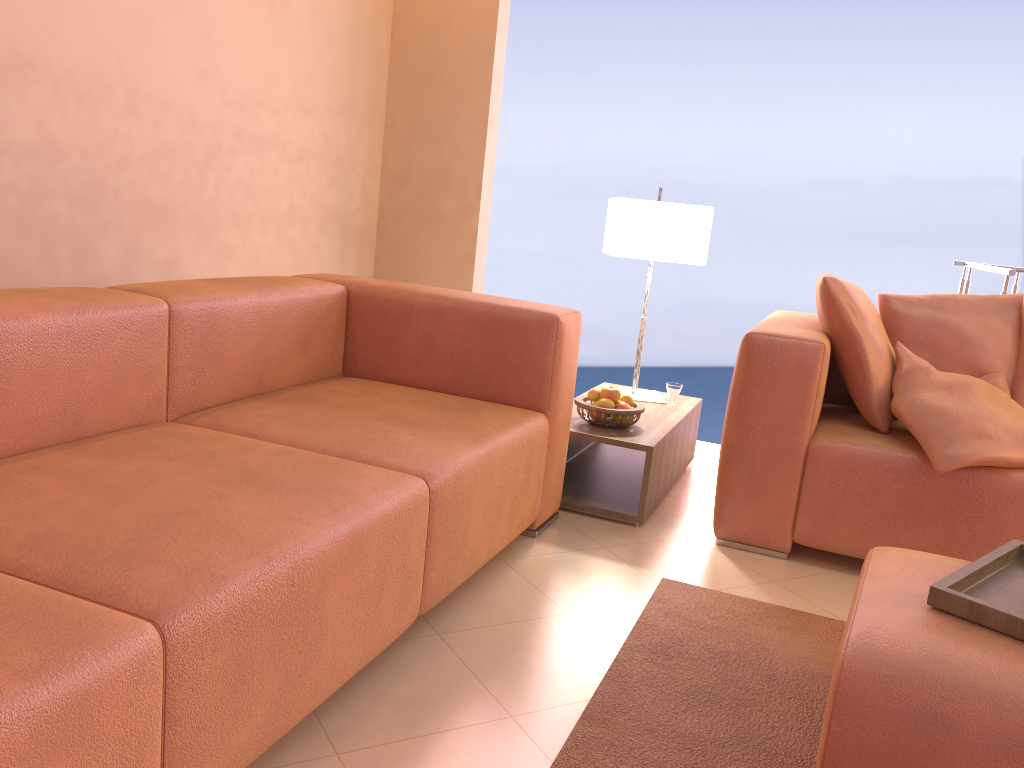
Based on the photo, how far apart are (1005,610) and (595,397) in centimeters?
161cm

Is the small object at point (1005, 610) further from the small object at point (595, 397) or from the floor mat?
the small object at point (595, 397)

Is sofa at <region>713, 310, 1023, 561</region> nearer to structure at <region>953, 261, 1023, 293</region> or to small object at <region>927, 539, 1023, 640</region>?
small object at <region>927, 539, 1023, 640</region>

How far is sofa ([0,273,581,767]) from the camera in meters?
1.1 m

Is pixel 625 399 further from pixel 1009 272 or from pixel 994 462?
pixel 1009 272

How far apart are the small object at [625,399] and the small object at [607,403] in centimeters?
8cm

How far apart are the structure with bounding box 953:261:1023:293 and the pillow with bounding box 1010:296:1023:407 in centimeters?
84cm

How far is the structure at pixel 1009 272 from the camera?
3.5 meters

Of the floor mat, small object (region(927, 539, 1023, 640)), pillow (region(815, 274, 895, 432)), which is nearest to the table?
the floor mat

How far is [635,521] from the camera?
2.8m
